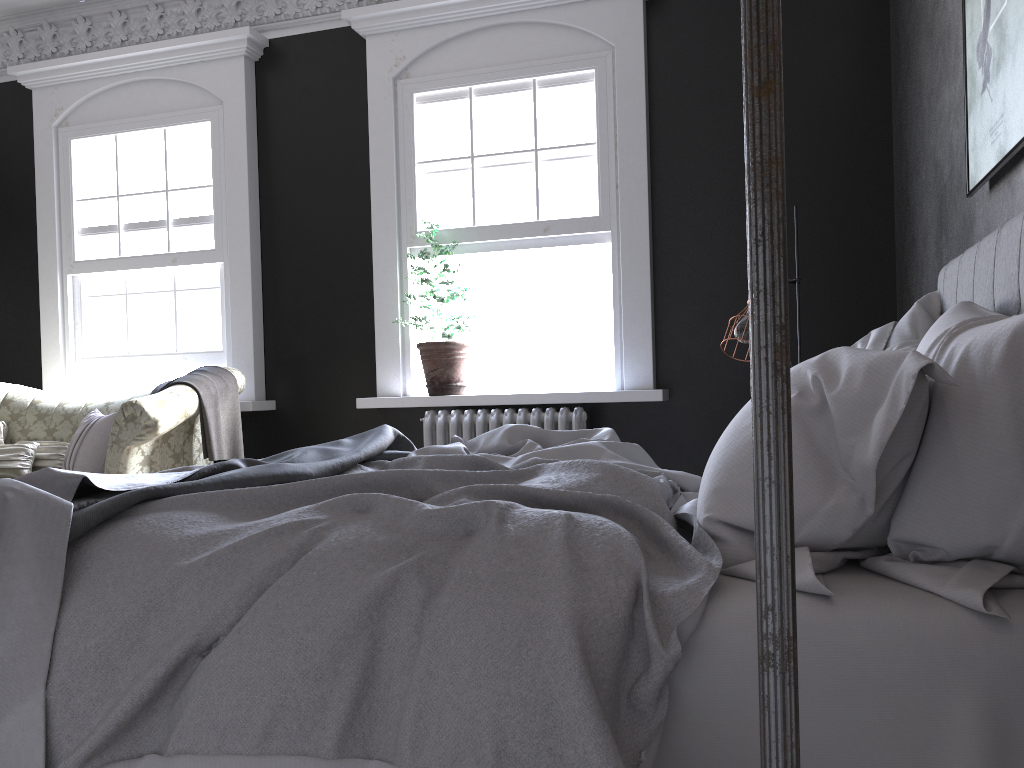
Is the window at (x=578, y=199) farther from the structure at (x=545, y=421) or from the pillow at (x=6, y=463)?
the pillow at (x=6, y=463)

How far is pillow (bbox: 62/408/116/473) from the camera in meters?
5.4

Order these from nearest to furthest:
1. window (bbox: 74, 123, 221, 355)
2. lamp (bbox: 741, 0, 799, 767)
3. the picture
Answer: lamp (bbox: 741, 0, 799, 767), the picture, window (bbox: 74, 123, 221, 355)

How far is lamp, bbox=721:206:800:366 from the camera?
3.85m

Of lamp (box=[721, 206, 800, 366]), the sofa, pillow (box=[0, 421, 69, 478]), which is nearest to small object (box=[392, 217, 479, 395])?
the sofa

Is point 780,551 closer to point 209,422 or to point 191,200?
point 209,422

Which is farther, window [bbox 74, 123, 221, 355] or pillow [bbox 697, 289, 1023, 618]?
window [bbox 74, 123, 221, 355]

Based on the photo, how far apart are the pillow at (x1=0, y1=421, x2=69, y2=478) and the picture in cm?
537

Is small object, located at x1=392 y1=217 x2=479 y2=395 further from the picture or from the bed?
the picture

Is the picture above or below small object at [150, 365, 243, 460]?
above
